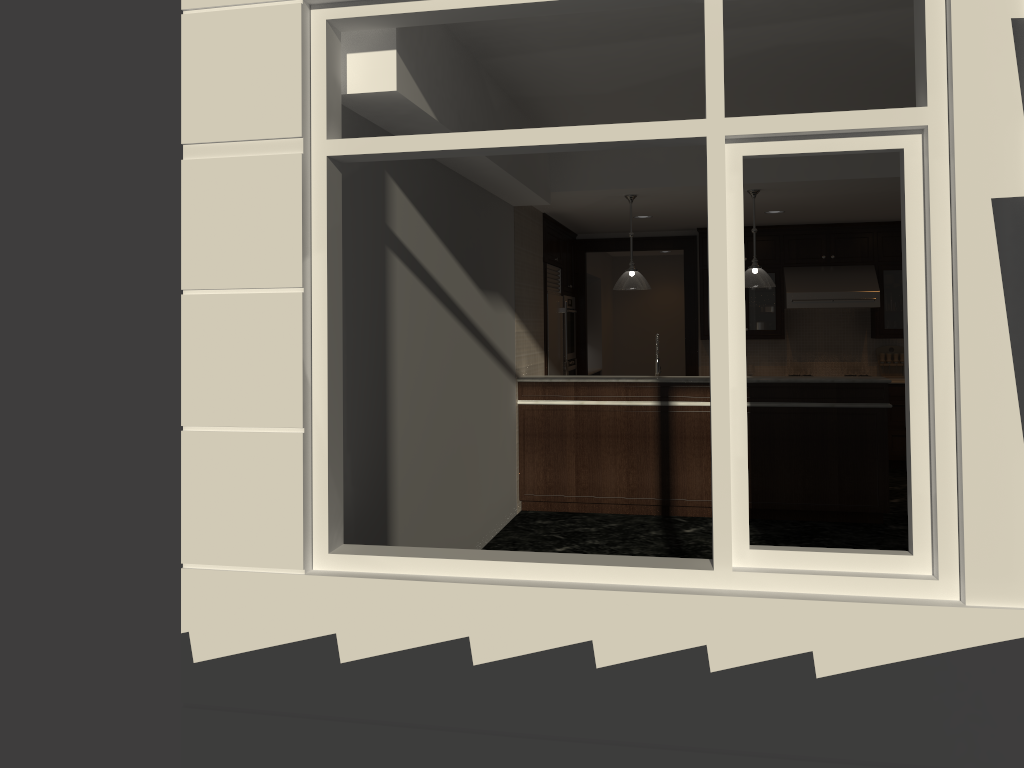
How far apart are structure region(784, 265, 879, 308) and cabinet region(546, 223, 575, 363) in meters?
2.3 m

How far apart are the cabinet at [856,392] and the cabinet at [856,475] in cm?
8

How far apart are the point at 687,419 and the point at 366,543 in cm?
356

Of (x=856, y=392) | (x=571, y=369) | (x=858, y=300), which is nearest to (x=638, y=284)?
(x=856, y=392)

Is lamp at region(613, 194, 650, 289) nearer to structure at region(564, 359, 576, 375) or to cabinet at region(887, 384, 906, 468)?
structure at region(564, 359, 576, 375)

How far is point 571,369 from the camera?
9.76m

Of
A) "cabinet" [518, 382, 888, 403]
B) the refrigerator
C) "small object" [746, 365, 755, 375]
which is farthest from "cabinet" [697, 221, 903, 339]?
"cabinet" [518, 382, 888, 403]

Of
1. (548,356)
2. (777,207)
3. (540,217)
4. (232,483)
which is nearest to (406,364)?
(232,483)

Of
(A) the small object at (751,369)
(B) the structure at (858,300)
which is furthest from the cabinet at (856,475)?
(A) the small object at (751,369)

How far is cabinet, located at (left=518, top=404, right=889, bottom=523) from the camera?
6.71m
